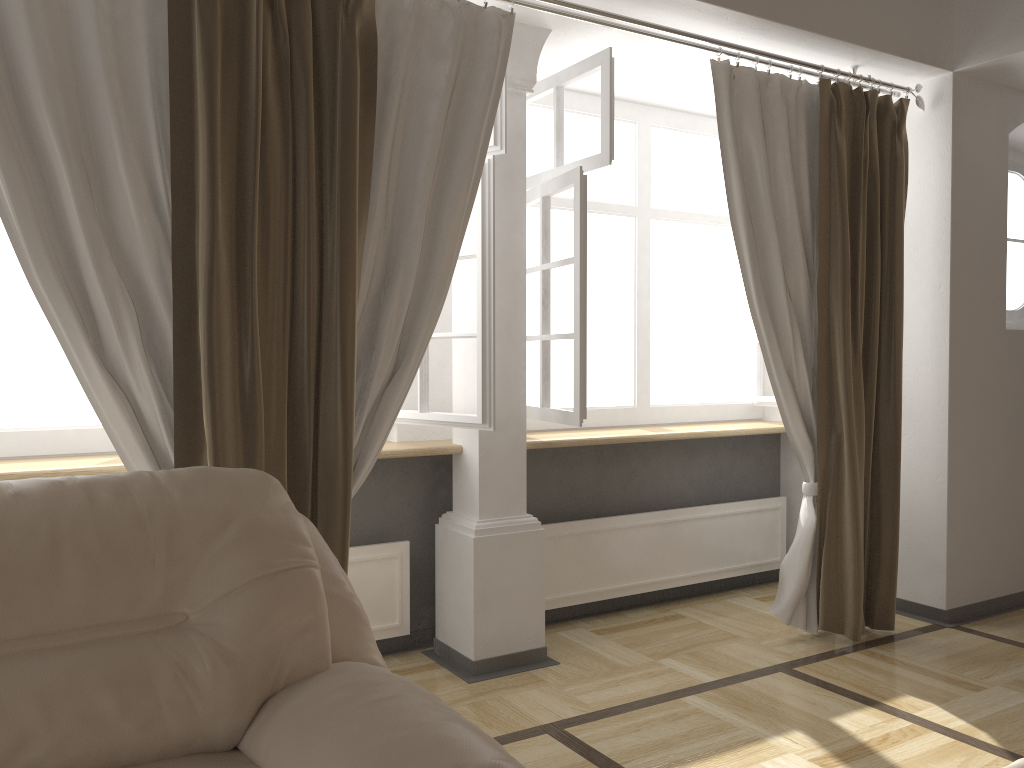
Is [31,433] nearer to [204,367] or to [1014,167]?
[204,367]

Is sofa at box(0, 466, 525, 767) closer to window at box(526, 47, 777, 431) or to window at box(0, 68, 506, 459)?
window at box(0, 68, 506, 459)

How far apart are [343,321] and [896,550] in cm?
251

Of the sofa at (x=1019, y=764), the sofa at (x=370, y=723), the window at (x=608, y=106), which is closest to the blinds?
the window at (x=608, y=106)

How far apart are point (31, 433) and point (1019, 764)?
2.79m

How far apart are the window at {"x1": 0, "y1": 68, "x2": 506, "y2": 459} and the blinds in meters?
0.2 m

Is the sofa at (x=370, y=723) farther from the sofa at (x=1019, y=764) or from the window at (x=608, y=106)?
the window at (x=608, y=106)

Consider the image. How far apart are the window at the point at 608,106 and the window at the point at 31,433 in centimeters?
29cm

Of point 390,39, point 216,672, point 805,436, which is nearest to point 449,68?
point 390,39

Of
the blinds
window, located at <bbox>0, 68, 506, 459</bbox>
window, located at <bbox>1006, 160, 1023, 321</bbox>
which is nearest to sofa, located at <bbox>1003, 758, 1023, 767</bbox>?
the blinds
